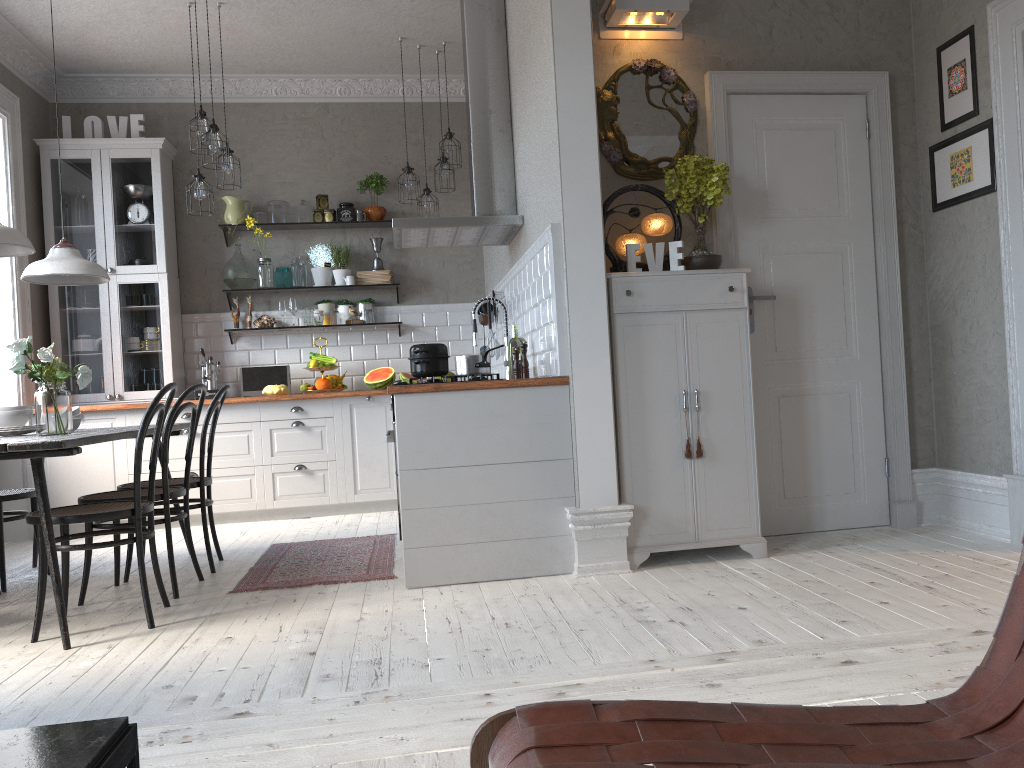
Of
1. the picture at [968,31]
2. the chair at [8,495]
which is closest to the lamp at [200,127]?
the chair at [8,495]

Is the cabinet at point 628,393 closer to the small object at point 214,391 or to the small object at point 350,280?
the small object at point 350,280

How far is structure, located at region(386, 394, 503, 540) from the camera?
3.8 meters

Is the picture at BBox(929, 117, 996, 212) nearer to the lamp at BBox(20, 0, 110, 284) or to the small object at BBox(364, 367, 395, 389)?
the small object at BBox(364, 367, 395, 389)

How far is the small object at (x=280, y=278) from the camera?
6.8 meters

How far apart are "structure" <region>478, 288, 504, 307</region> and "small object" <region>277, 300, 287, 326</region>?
2.0m

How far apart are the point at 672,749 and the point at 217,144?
4.9m

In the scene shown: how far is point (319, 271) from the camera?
6.9m

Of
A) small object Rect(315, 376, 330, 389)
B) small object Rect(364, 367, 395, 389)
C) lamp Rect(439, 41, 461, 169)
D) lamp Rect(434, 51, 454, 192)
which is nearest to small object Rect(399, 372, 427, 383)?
small object Rect(364, 367, 395, 389)

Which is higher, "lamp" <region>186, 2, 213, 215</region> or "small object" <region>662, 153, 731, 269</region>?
"lamp" <region>186, 2, 213, 215</region>
